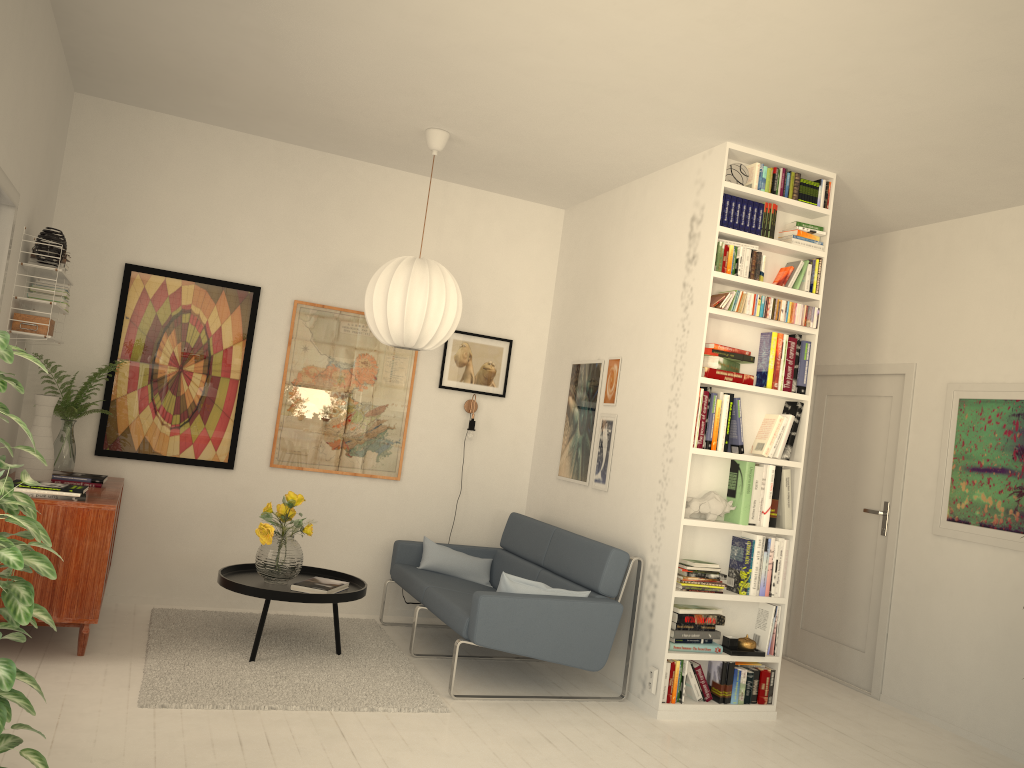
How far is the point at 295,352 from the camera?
5.6 meters

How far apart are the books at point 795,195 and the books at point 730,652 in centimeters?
239cm

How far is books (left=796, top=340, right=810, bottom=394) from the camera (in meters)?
4.70

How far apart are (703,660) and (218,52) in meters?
3.9

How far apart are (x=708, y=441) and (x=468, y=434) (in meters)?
1.90

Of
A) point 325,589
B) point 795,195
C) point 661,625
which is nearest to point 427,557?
point 325,589

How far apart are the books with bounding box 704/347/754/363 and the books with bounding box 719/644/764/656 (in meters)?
1.49

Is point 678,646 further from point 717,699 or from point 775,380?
point 775,380

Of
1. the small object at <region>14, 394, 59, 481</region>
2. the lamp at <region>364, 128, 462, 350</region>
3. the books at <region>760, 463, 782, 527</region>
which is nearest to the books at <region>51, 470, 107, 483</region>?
the small object at <region>14, 394, 59, 481</region>

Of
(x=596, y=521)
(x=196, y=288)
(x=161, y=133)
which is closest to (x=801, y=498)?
(x=596, y=521)
